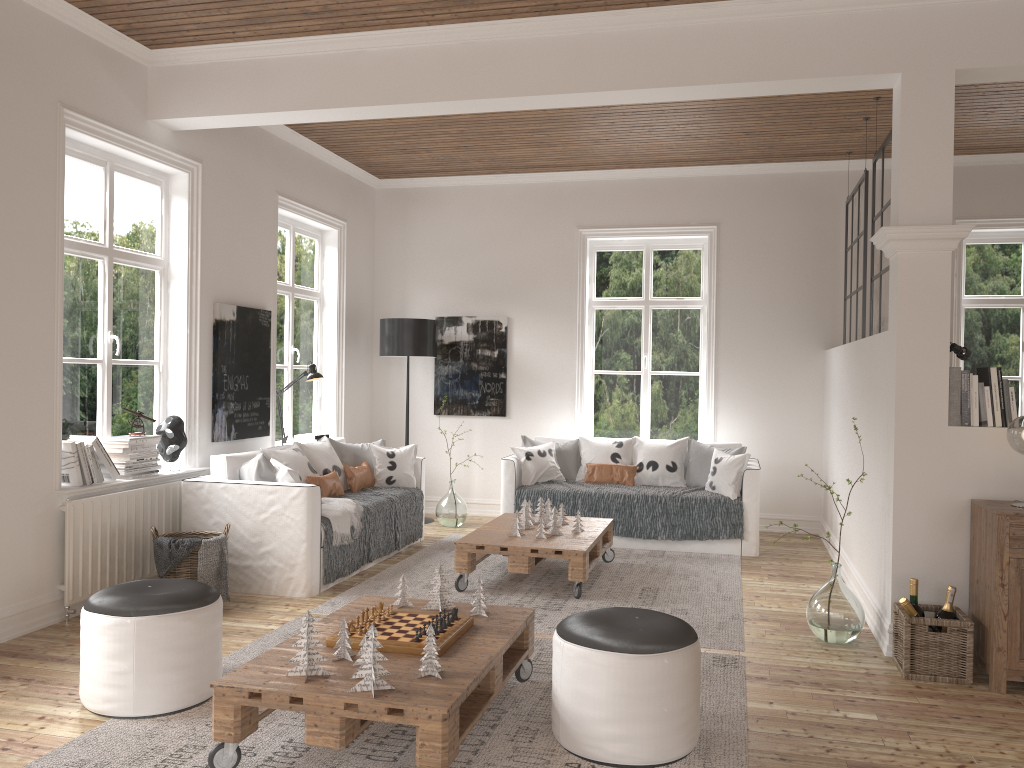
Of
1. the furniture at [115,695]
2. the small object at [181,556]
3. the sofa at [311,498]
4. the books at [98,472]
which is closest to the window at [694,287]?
the sofa at [311,498]

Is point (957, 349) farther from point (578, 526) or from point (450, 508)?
point (450, 508)

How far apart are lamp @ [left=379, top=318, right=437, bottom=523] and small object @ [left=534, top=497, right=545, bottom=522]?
2.02m

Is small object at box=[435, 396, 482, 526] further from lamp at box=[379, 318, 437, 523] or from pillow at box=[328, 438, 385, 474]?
pillow at box=[328, 438, 385, 474]

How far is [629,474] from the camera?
6.9 meters

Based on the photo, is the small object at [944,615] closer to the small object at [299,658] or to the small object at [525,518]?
the small object at [525,518]

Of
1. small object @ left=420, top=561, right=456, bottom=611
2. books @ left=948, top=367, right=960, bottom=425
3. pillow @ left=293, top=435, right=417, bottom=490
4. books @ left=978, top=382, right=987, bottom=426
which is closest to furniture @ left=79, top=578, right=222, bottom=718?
small object @ left=420, top=561, right=456, bottom=611

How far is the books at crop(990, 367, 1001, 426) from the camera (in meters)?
4.05

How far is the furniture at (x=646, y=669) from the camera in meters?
2.9

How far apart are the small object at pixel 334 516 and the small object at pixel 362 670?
2.6m
